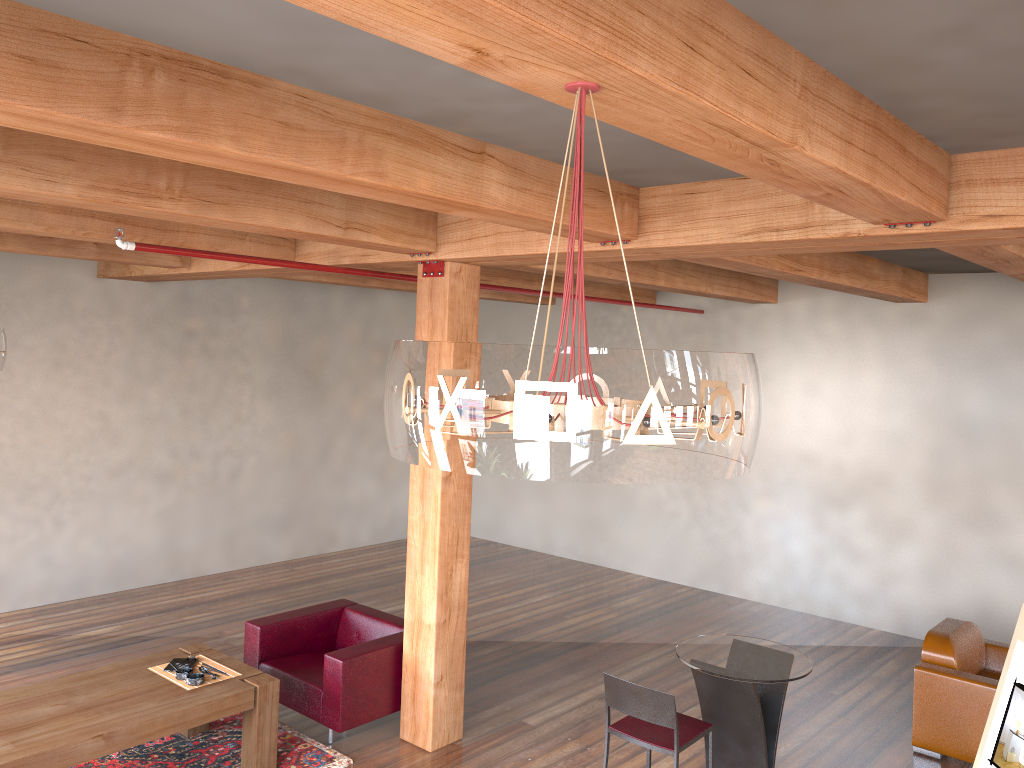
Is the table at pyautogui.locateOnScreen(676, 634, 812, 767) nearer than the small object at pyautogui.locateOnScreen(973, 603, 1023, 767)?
No

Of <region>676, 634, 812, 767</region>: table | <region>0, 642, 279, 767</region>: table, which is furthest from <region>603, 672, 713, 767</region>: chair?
<region>0, 642, 279, 767</region>: table

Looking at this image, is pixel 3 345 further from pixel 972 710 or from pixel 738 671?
pixel 972 710

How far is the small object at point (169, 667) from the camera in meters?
5.4

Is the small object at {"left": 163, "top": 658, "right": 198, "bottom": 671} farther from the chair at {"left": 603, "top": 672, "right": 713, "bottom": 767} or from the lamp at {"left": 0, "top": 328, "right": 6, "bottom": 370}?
the chair at {"left": 603, "top": 672, "right": 713, "bottom": 767}

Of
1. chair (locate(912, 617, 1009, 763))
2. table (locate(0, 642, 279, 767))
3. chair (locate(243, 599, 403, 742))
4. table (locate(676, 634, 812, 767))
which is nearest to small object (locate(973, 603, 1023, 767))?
table (locate(676, 634, 812, 767))

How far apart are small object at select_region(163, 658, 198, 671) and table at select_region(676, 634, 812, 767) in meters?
3.0 m

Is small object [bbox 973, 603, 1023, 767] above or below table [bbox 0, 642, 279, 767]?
above

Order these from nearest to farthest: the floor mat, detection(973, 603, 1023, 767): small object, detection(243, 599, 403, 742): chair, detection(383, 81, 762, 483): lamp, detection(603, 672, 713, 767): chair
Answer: detection(383, 81, 762, 483): lamp, detection(973, 603, 1023, 767): small object, detection(603, 672, 713, 767): chair, the floor mat, detection(243, 599, 403, 742): chair

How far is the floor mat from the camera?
5.3 meters
